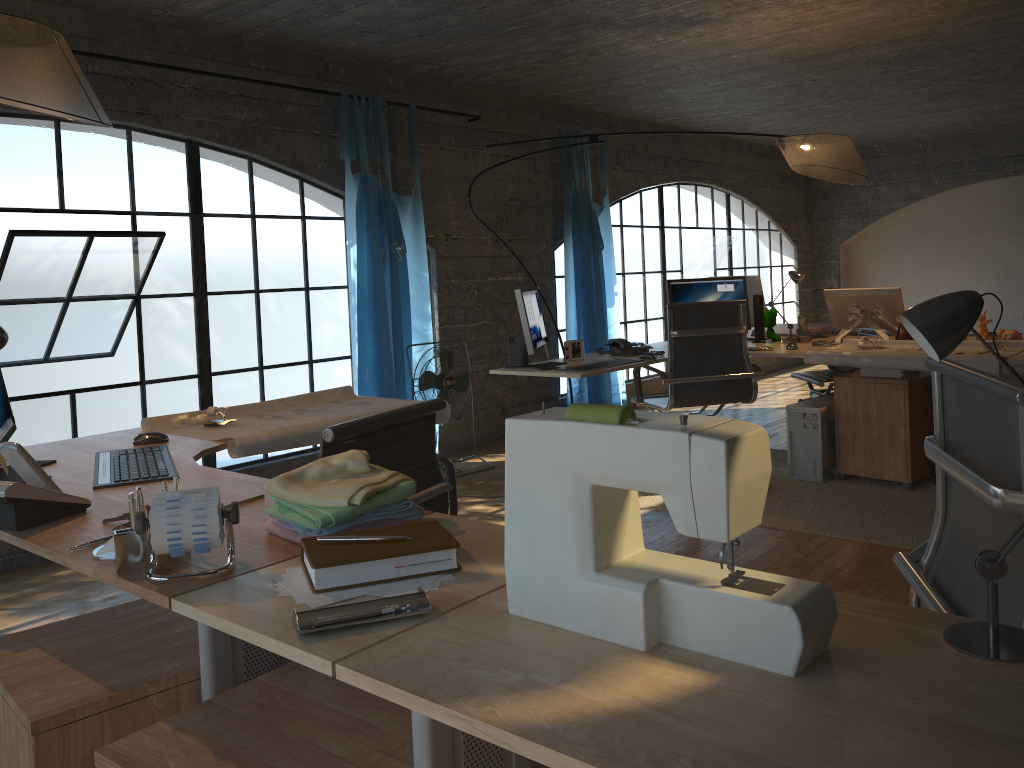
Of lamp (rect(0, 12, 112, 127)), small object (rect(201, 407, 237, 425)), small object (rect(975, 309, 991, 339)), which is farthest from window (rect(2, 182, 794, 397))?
lamp (rect(0, 12, 112, 127))

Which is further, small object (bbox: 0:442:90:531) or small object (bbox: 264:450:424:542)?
small object (bbox: 0:442:90:531)

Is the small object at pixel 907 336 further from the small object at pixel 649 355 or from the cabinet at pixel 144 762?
the cabinet at pixel 144 762

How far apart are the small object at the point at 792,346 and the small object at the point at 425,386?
1.96m

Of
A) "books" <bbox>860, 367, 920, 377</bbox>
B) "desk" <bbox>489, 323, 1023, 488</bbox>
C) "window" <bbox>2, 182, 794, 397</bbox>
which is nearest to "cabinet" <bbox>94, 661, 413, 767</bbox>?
"desk" <bbox>489, 323, 1023, 488</bbox>

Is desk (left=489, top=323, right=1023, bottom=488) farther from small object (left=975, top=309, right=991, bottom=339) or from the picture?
small object (left=975, top=309, right=991, bottom=339)

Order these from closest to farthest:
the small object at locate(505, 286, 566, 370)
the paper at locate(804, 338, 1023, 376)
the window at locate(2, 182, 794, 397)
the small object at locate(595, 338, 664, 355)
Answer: the paper at locate(804, 338, 1023, 376)
the small object at locate(505, 286, 566, 370)
the small object at locate(595, 338, 664, 355)
the window at locate(2, 182, 794, 397)

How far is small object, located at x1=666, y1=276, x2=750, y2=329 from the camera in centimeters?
496cm

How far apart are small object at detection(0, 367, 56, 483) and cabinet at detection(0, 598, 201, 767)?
0.62m

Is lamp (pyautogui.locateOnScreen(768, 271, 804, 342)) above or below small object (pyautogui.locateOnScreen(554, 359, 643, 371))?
above
